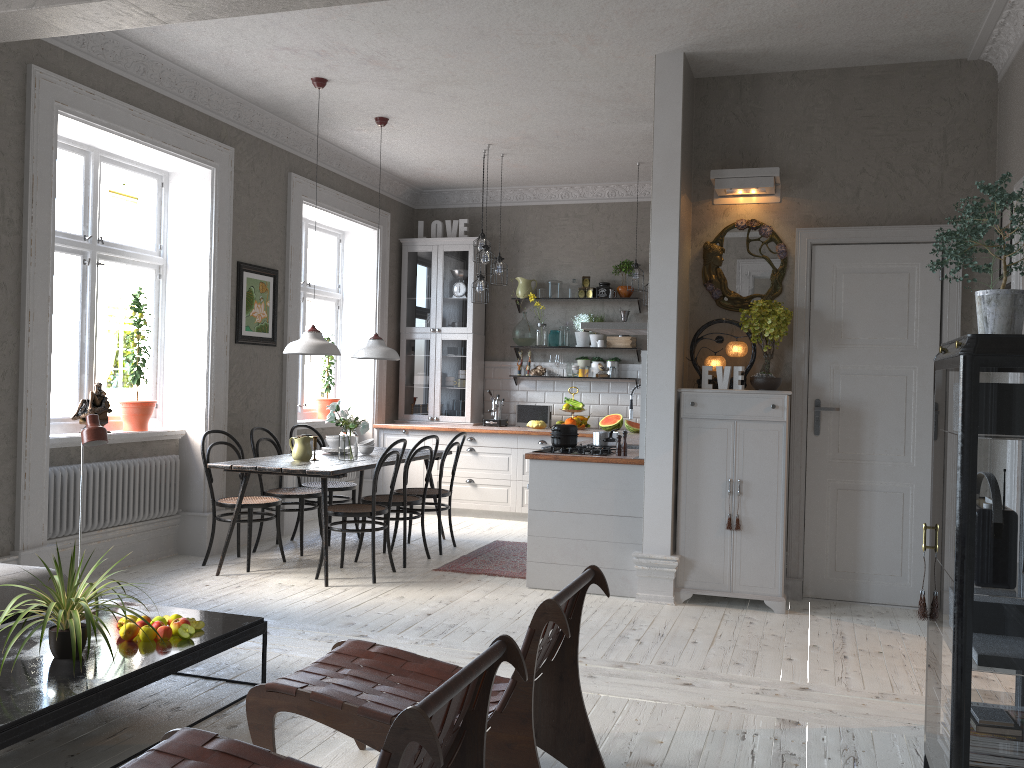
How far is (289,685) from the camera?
2.67m

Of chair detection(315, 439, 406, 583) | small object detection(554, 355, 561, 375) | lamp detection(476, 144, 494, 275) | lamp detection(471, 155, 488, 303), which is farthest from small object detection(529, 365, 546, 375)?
chair detection(315, 439, 406, 583)

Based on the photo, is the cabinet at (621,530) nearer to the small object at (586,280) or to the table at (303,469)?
the table at (303,469)

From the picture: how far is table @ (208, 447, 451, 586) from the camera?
5.6m

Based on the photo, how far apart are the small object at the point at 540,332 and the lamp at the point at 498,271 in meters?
1.1

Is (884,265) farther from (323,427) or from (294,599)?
(323,427)

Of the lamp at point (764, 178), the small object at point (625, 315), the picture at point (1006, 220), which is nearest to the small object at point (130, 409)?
the lamp at point (764, 178)

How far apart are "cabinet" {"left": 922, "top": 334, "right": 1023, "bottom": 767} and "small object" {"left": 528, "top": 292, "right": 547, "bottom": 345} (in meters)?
6.17

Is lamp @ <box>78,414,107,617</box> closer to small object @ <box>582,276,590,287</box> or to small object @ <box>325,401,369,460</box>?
small object @ <box>325,401,369,460</box>

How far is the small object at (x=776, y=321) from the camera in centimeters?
516cm
